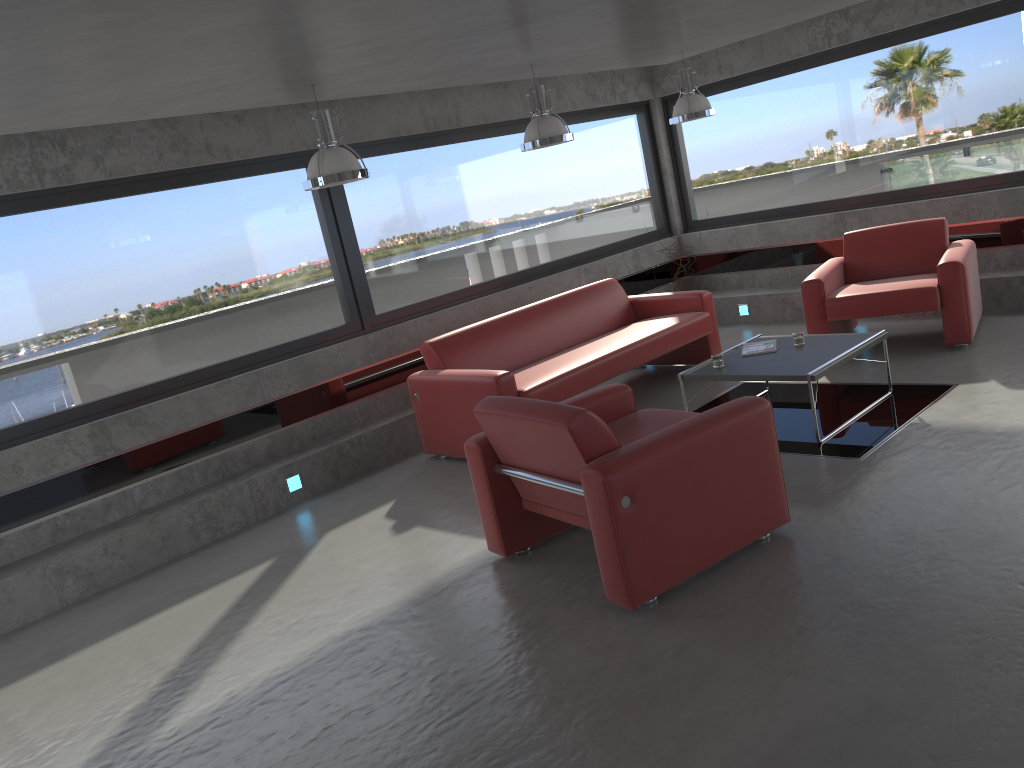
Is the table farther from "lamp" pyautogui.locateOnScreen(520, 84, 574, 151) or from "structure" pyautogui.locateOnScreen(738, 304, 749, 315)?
"structure" pyautogui.locateOnScreen(738, 304, 749, 315)

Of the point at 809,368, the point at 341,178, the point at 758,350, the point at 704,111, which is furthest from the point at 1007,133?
the point at 341,178

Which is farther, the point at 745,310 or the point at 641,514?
the point at 745,310

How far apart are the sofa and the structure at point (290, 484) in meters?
1.0 m

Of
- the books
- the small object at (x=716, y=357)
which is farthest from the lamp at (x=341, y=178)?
the books

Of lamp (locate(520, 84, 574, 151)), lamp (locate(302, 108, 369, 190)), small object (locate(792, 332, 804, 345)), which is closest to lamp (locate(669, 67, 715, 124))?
lamp (locate(520, 84, 574, 151))

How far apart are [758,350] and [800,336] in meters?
0.3

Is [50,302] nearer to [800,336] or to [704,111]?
[800,336]

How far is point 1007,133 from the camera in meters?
7.5 m

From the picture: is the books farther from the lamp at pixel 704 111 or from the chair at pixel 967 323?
the lamp at pixel 704 111
